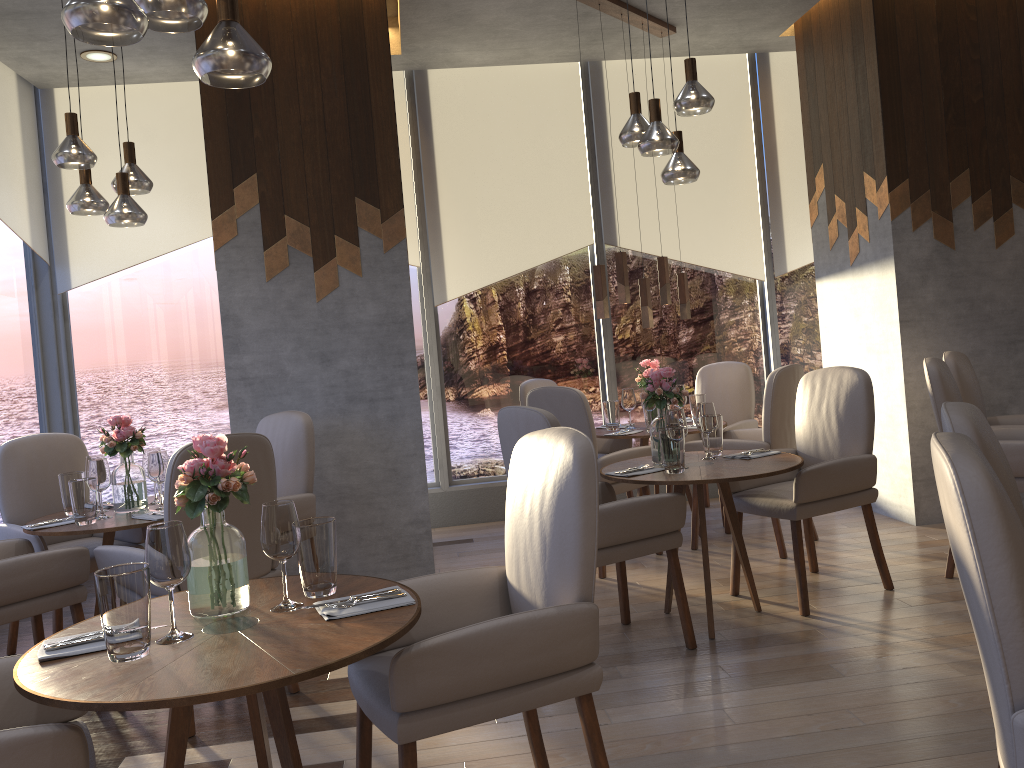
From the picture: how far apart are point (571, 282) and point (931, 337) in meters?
2.4

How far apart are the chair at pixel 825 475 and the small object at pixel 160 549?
2.6 meters

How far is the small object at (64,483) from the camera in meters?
3.8

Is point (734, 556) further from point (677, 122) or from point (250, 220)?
point (677, 122)

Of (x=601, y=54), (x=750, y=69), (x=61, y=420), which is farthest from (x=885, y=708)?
(x=61, y=420)

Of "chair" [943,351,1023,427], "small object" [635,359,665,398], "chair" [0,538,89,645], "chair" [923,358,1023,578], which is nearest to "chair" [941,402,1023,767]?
"chair" [923,358,1023,578]

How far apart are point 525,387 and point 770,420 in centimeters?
167cm

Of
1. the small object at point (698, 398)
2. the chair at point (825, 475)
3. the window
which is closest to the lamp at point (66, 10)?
the chair at point (825, 475)

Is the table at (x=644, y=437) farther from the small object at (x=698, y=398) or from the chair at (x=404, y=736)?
the chair at (x=404, y=736)

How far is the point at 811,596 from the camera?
4.0m
